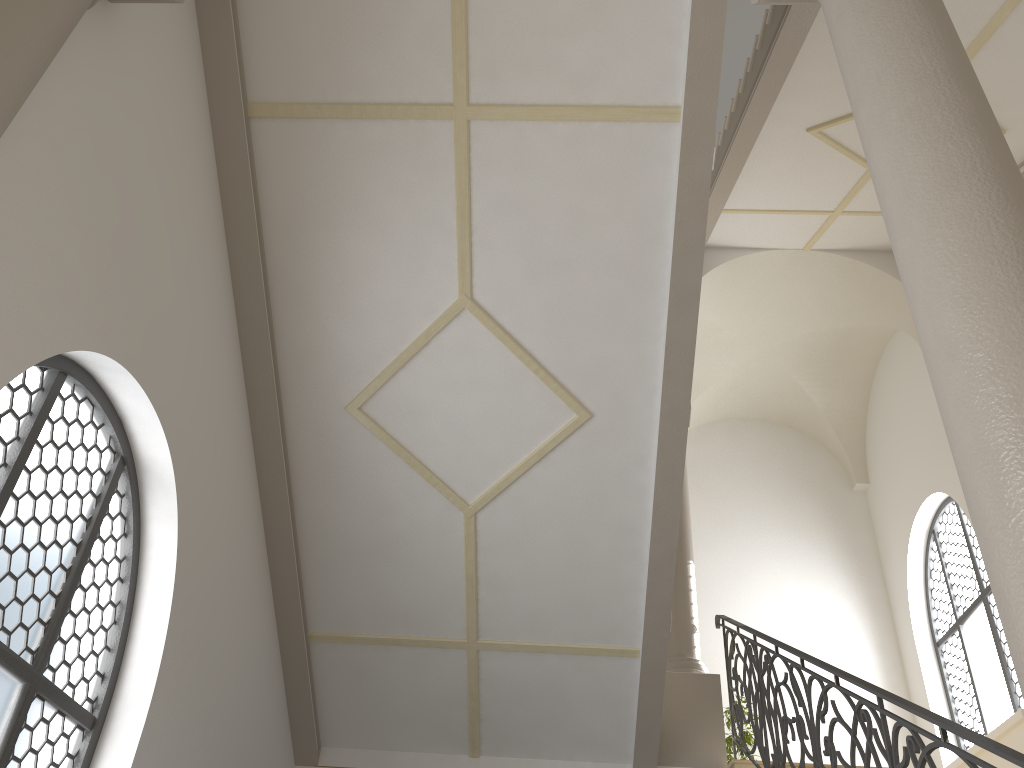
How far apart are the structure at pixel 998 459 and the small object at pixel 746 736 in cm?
846

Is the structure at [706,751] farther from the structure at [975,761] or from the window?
the window

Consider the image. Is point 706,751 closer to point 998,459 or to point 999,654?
point 999,654

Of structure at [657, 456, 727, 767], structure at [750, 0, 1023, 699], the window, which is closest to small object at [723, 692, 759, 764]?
the window

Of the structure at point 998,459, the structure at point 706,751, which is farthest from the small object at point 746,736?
the structure at point 998,459

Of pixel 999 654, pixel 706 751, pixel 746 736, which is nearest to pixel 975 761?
pixel 706 751

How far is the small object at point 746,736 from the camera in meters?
9.8 m

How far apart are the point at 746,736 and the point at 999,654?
2.8m

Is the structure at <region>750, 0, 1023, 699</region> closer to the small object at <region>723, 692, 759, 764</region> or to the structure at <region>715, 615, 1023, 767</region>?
the structure at <region>715, 615, 1023, 767</region>

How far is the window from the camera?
9.40m
